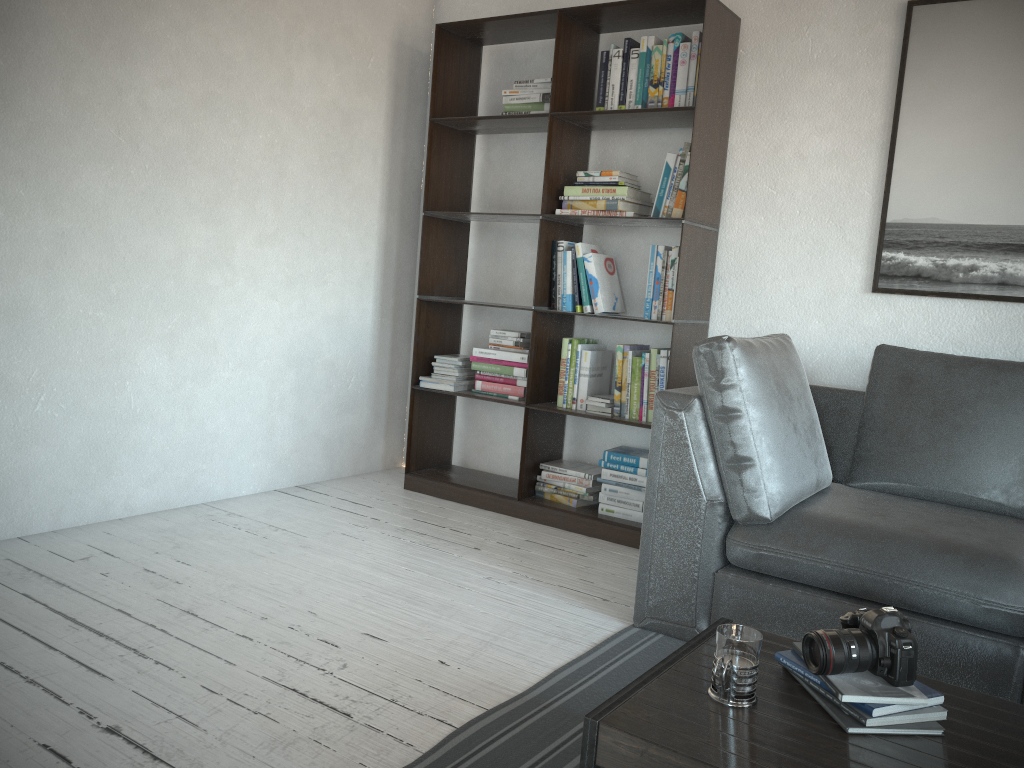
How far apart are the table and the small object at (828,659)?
0.1m

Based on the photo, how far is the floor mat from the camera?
1.86m

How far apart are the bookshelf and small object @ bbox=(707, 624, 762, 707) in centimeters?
193cm

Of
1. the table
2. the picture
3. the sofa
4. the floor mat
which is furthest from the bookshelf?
the table

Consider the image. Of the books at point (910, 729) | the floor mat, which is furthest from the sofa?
the books at point (910, 729)

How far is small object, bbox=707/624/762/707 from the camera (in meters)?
1.45

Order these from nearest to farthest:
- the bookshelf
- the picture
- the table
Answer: the table → the picture → the bookshelf

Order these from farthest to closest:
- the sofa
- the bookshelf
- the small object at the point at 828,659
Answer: the bookshelf → the sofa → the small object at the point at 828,659

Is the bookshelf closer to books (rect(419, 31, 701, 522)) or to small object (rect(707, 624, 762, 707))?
books (rect(419, 31, 701, 522))

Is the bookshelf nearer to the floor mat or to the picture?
the picture
